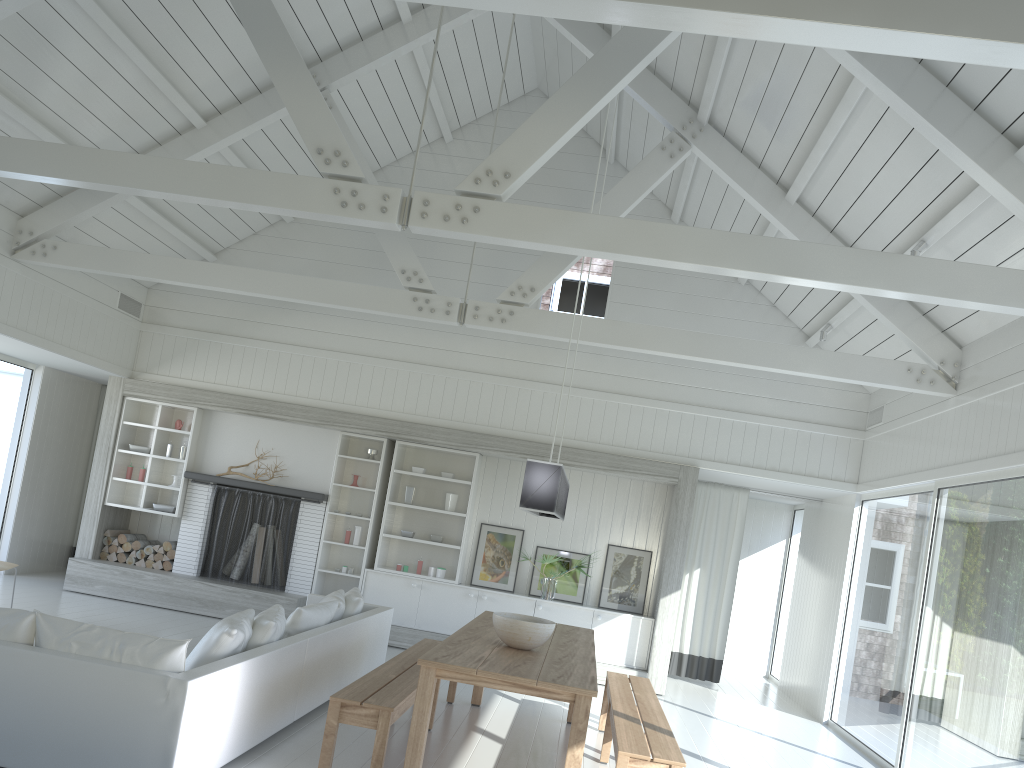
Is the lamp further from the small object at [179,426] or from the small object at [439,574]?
the small object at [179,426]

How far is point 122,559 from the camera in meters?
9.8

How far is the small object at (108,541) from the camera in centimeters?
983cm

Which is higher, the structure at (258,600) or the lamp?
the lamp

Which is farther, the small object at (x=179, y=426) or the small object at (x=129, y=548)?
the small object at (x=179, y=426)

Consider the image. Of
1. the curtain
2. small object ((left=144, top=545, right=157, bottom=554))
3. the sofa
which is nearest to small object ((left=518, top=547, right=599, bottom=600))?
the curtain

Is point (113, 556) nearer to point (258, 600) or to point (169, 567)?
point (169, 567)

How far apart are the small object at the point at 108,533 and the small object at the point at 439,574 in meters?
3.7 m

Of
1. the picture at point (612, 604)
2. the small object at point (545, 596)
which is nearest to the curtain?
the picture at point (612, 604)

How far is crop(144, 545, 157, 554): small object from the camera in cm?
977
